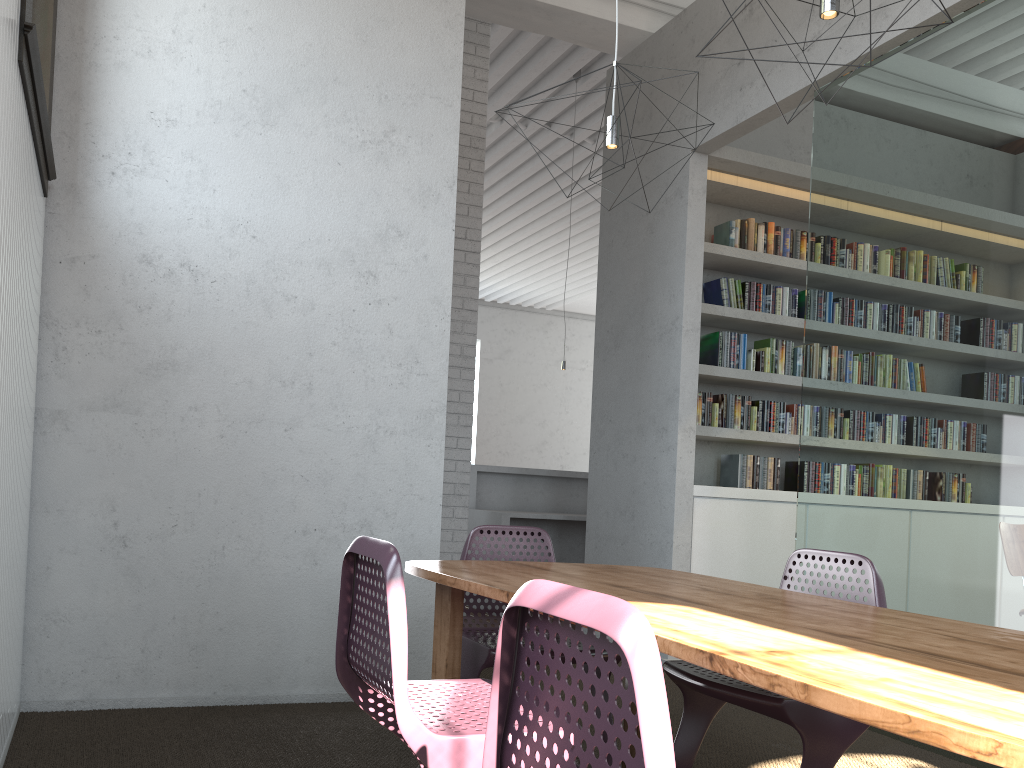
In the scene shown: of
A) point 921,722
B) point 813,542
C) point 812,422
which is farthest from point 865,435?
point 921,722

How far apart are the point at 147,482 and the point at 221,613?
0.6 meters
